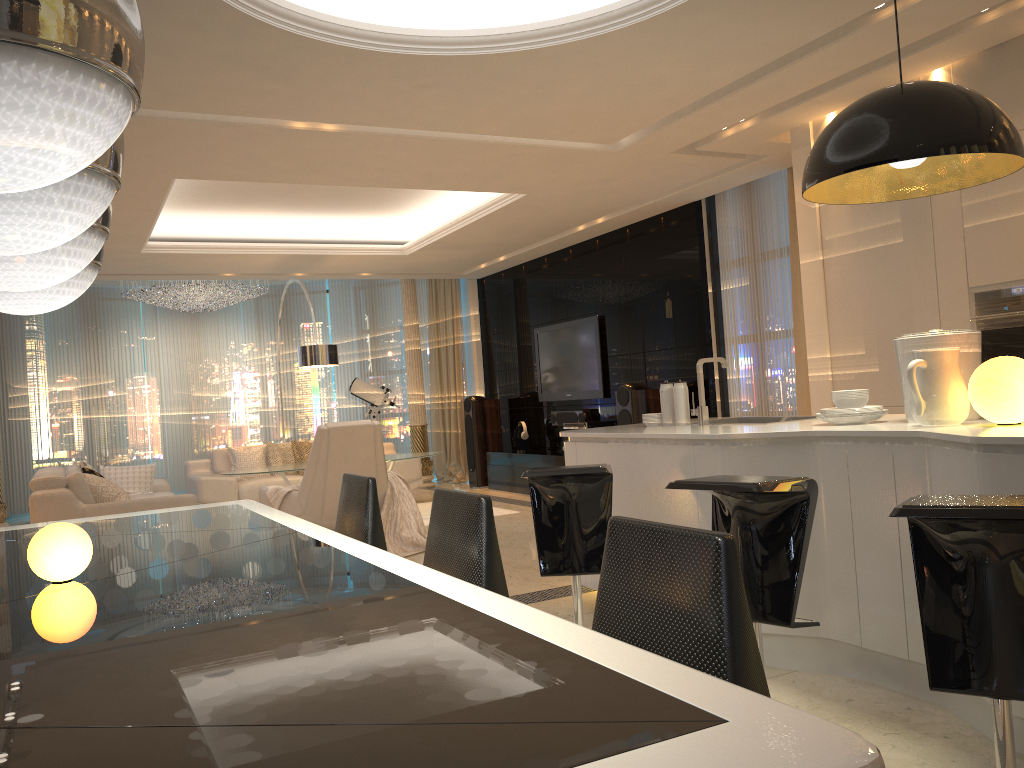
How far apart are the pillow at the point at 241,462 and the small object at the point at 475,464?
2.5 meters

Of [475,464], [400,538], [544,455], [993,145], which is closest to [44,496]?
[400,538]

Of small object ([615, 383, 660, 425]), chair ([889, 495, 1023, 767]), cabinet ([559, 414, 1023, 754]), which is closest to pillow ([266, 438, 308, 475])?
small object ([615, 383, 660, 425])

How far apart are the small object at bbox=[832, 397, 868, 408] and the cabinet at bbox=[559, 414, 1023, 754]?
0.09m

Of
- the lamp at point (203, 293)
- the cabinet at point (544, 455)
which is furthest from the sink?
the lamp at point (203, 293)

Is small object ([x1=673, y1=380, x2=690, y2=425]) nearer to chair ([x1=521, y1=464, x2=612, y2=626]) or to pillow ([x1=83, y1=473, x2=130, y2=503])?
chair ([x1=521, y1=464, x2=612, y2=626])

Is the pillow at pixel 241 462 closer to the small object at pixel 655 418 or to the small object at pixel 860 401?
the small object at pixel 655 418

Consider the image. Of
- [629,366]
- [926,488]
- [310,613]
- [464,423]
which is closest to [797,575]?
[926,488]

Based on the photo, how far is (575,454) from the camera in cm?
432

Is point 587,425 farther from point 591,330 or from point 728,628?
point 728,628
